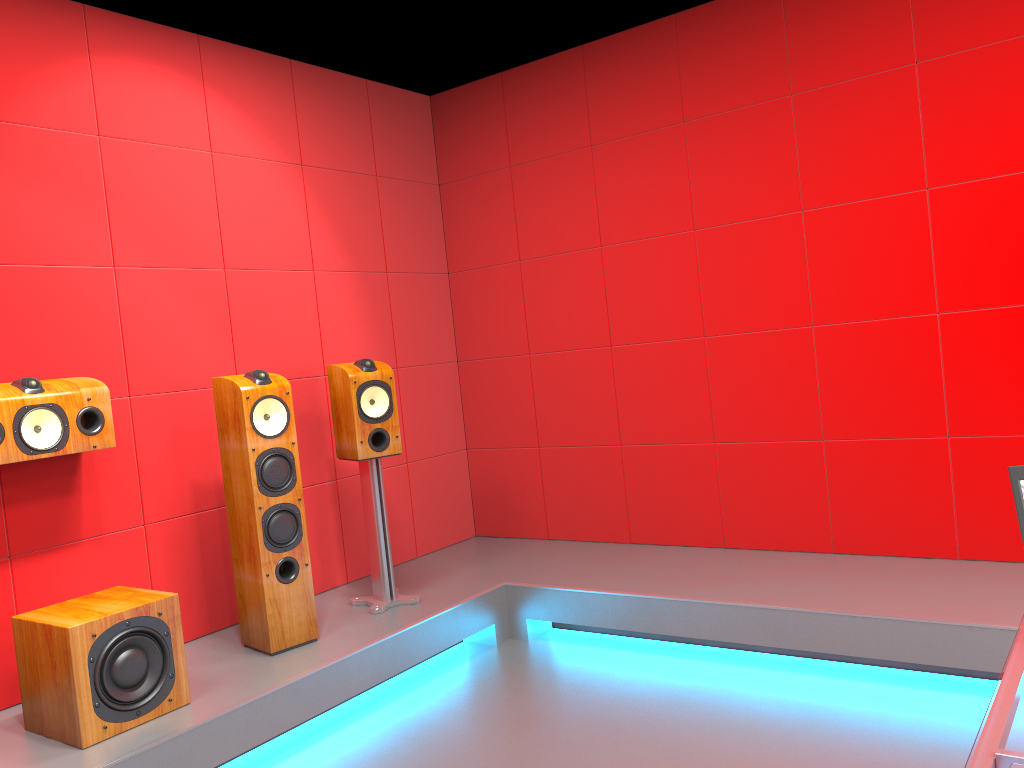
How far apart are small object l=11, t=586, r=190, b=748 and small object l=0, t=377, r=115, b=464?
0.5m

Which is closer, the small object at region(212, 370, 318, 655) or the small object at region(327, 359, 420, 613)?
the small object at region(212, 370, 318, 655)

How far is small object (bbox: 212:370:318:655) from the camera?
3.25m

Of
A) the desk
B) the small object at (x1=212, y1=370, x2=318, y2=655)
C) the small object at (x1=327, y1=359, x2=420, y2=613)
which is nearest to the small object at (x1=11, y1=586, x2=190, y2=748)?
the small object at (x1=212, y1=370, x2=318, y2=655)

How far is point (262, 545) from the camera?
3.2m

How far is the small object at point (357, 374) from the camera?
3.7 meters

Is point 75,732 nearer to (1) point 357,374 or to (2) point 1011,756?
(1) point 357,374

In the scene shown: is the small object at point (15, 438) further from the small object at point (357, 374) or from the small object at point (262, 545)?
the small object at point (357, 374)

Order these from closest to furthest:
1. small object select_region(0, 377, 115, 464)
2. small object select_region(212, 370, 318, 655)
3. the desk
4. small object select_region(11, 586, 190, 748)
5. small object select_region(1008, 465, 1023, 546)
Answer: the desk → small object select_region(1008, 465, 1023, 546) → small object select_region(11, 586, 190, 748) → small object select_region(0, 377, 115, 464) → small object select_region(212, 370, 318, 655)

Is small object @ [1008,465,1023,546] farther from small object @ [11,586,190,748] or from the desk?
small object @ [11,586,190,748]
